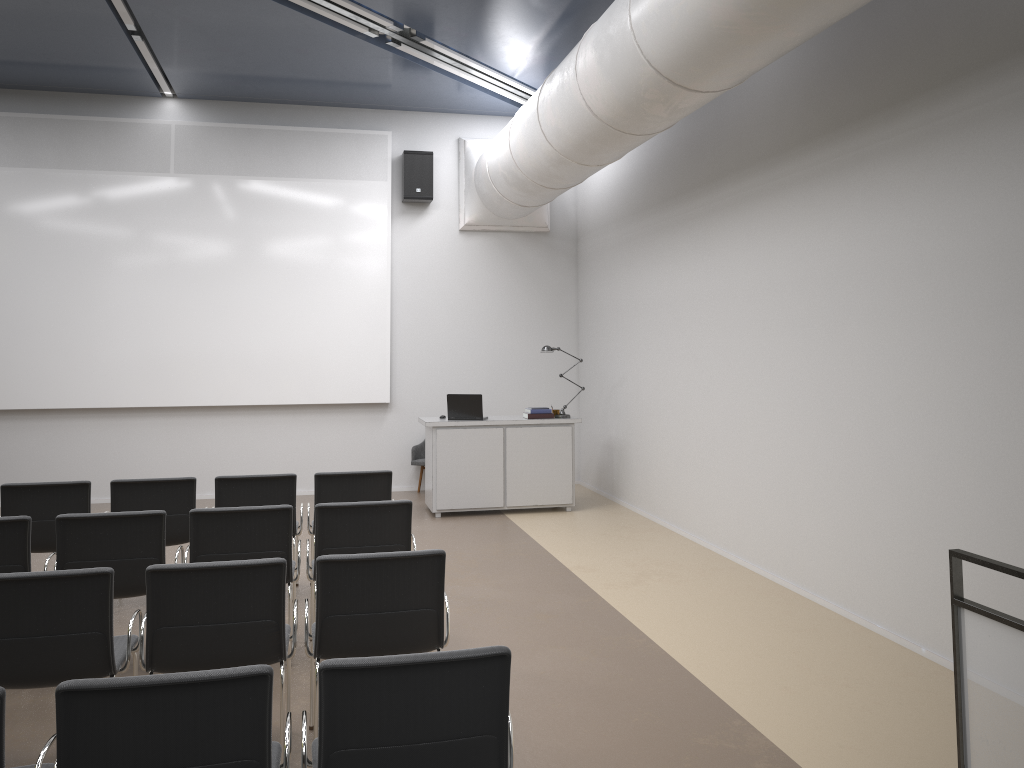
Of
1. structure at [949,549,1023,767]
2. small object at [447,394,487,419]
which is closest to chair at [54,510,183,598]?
structure at [949,549,1023,767]

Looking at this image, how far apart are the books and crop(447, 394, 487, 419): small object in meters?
0.6

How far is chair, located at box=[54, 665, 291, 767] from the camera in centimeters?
241cm

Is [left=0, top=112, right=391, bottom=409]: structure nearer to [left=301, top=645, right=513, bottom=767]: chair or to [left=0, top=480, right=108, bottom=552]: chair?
[left=0, top=480, right=108, bottom=552]: chair

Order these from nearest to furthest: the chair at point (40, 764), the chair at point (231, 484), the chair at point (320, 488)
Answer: the chair at point (40, 764)
the chair at point (231, 484)
the chair at point (320, 488)

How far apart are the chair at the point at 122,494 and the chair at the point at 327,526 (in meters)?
1.45

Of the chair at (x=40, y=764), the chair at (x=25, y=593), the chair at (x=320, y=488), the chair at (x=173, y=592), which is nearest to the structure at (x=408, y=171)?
the chair at (x=320, y=488)

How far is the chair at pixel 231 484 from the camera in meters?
6.2

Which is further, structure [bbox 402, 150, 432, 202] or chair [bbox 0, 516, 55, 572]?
structure [bbox 402, 150, 432, 202]

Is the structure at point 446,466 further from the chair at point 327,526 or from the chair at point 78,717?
A: the chair at point 78,717
